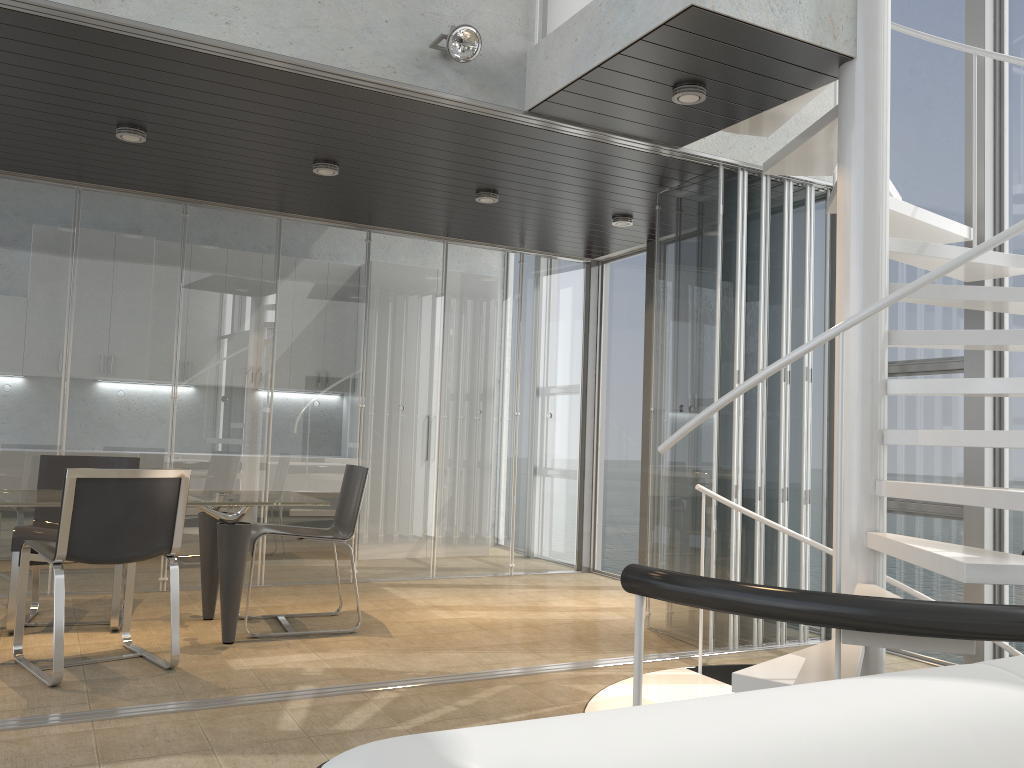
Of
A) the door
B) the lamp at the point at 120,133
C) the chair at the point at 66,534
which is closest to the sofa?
the chair at the point at 66,534

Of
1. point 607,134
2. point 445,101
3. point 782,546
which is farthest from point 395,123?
point 782,546

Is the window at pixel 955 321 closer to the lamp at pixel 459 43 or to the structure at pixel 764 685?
the structure at pixel 764 685

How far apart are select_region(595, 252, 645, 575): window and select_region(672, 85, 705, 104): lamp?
3.2m

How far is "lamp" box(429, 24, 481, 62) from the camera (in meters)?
3.91

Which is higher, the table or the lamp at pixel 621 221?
the lamp at pixel 621 221

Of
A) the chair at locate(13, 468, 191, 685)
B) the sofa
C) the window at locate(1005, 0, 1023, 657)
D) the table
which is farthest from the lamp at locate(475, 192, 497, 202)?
the sofa

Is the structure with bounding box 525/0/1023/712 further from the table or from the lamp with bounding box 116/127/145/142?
the lamp with bounding box 116/127/145/142

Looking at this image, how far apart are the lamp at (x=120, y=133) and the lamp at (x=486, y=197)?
2.0m

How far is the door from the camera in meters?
4.5
